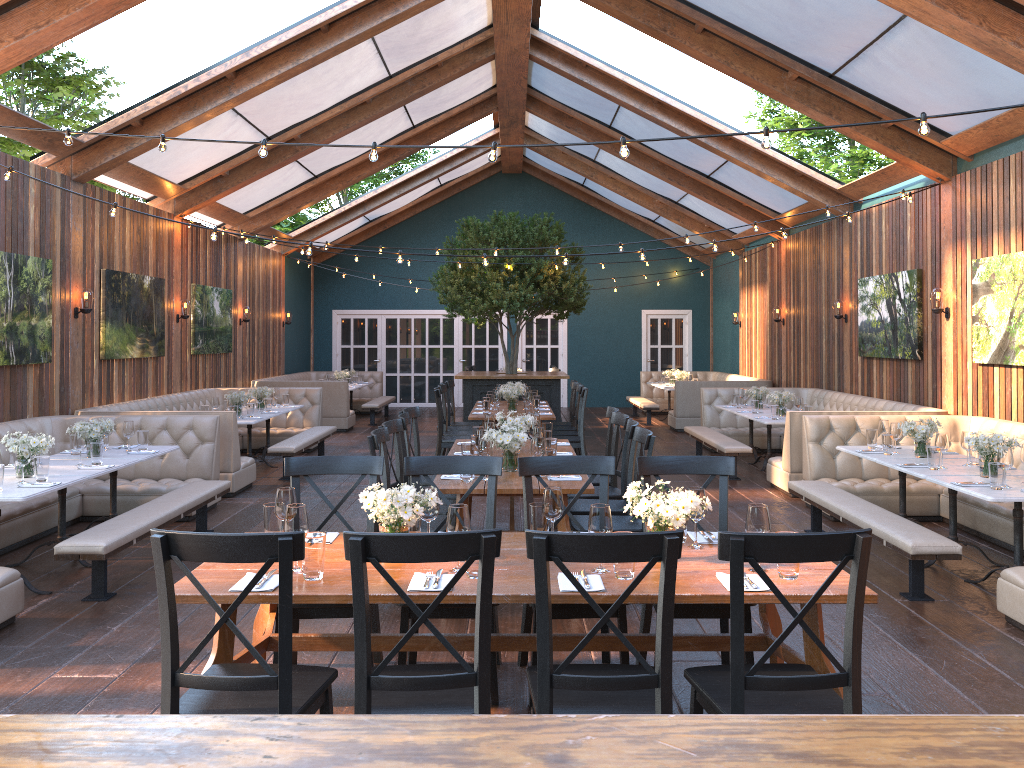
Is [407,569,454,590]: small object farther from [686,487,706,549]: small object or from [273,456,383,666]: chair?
[686,487,706,549]: small object

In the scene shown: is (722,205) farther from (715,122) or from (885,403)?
(885,403)

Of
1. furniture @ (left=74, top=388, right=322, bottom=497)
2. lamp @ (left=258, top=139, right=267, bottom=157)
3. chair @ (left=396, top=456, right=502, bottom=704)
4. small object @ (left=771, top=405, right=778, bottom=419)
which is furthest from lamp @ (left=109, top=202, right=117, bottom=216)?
small object @ (left=771, top=405, right=778, bottom=419)

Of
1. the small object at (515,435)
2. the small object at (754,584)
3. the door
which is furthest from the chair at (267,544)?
the door

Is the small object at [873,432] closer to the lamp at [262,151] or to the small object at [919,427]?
the small object at [919,427]

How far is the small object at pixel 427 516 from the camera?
3.7 meters

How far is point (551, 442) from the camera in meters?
6.2

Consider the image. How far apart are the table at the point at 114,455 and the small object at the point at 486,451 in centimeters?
303cm

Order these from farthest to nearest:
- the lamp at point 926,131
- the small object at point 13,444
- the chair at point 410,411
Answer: the chair at point 410,411 → the small object at point 13,444 → the lamp at point 926,131

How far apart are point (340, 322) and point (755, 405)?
11.7m
